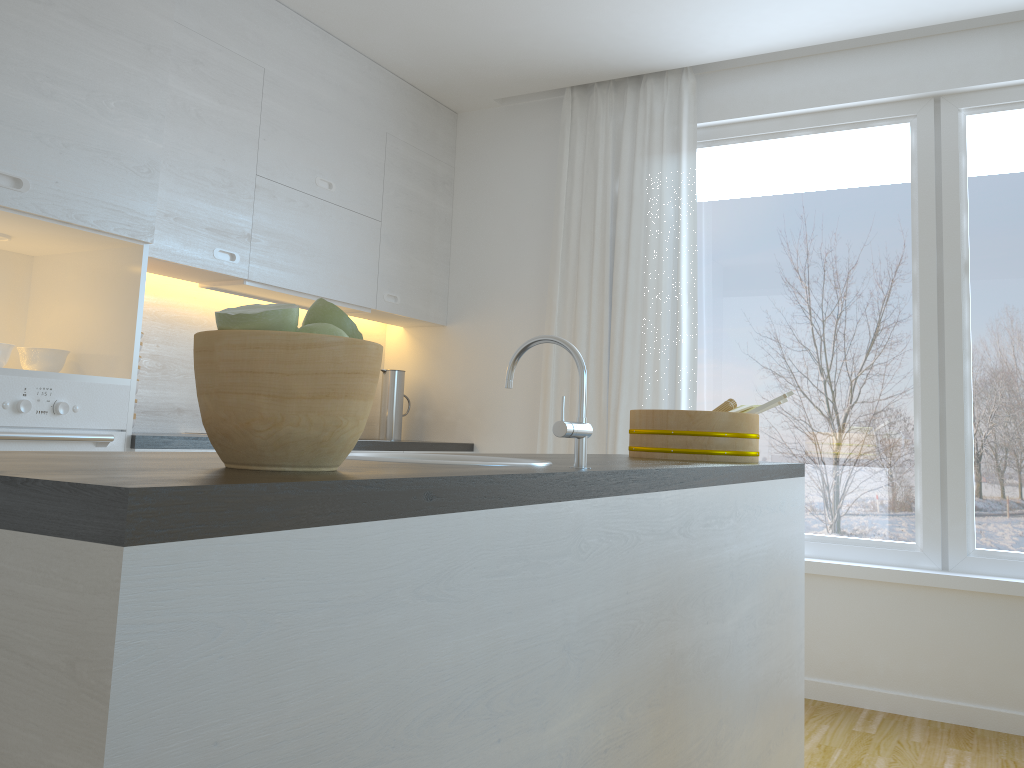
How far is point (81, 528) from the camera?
0.6m

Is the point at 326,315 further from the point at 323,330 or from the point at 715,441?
the point at 715,441

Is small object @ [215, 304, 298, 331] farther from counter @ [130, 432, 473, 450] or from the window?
the window

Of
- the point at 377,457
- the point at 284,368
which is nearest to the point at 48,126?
the point at 377,457

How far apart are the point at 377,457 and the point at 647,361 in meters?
2.7 m

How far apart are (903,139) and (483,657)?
3.41m

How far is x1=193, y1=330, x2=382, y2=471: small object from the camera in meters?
0.9 m

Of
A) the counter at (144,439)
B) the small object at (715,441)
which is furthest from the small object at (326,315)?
the counter at (144,439)

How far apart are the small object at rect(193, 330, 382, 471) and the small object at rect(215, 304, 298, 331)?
0.01m

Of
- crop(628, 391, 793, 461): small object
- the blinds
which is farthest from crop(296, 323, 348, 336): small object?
the blinds
